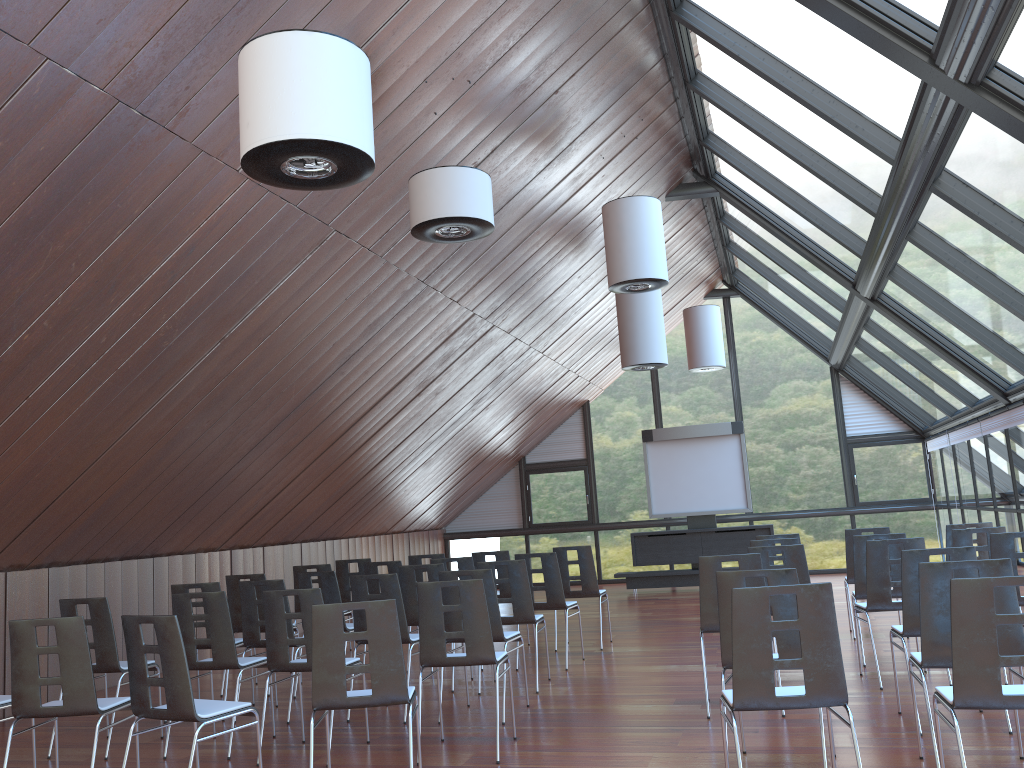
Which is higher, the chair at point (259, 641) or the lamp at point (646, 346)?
the lamp at point (646, 346)

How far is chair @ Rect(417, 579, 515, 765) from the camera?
6.04m

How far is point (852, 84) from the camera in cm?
696

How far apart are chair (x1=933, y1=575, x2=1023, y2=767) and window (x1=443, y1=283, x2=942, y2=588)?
14.2 meters

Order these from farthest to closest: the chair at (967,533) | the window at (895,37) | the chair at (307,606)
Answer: the chair at (967,533) < the chair at (307,606) < the window at (895,37)

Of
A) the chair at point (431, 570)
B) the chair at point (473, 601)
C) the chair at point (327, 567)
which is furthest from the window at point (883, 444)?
the chair at point (473, 601)

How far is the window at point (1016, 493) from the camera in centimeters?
1136cm

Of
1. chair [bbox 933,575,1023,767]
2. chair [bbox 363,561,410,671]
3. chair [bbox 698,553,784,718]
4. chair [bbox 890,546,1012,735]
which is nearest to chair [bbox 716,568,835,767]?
chair [bbox 933,575,1023,767]

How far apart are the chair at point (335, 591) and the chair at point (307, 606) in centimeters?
198cm

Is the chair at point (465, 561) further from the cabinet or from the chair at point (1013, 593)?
the cabinet
